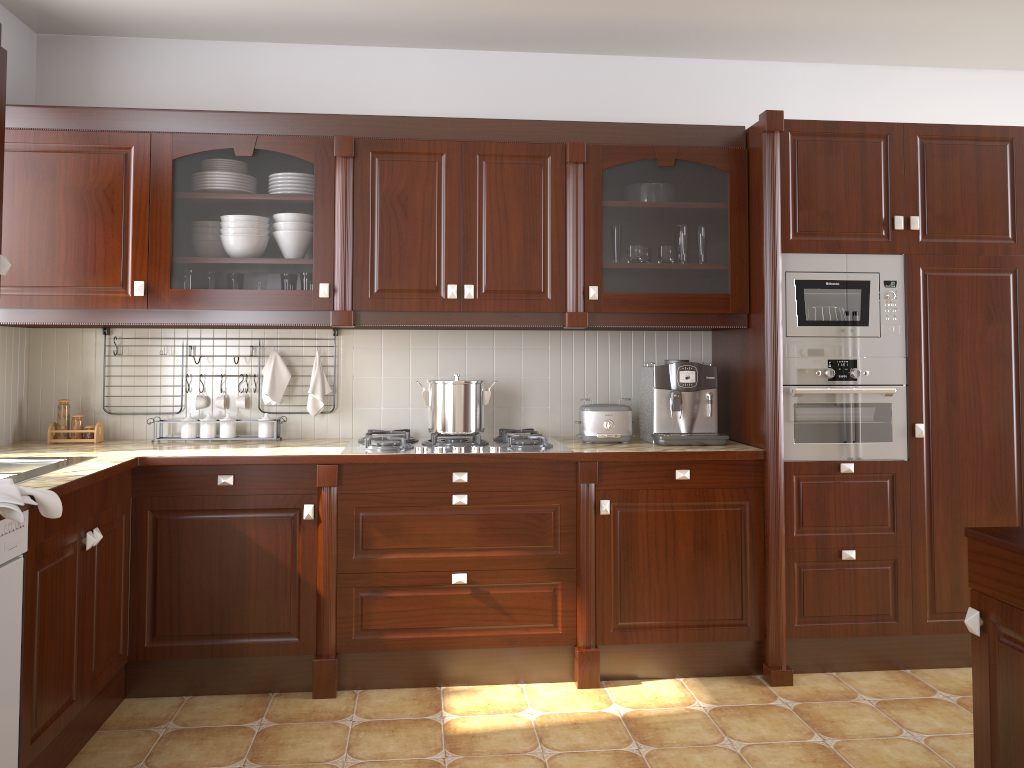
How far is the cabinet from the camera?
3.1m

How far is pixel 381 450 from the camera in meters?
3.2

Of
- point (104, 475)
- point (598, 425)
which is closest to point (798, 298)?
point (598, 425)

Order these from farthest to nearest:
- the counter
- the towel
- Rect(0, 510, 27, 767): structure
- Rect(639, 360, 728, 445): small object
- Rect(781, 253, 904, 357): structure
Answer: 1. Rect(639, 360, 728, 445): small object
2. Rect(781, 253, 904, 357): structure
3. the counter
4. Rect(0, 510, 27, 767): structure
5. the towel

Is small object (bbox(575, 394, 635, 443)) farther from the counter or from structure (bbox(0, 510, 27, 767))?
structure (bbox(0, 510, 27, 767))

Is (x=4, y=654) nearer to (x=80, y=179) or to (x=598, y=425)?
(x=80, y=179)

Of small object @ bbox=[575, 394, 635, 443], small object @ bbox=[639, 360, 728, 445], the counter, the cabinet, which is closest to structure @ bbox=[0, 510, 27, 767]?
the counter

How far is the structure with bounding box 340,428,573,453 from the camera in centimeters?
315cm

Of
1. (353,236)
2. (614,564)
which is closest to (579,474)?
(614,564)

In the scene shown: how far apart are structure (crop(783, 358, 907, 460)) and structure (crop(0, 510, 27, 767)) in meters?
2.5
